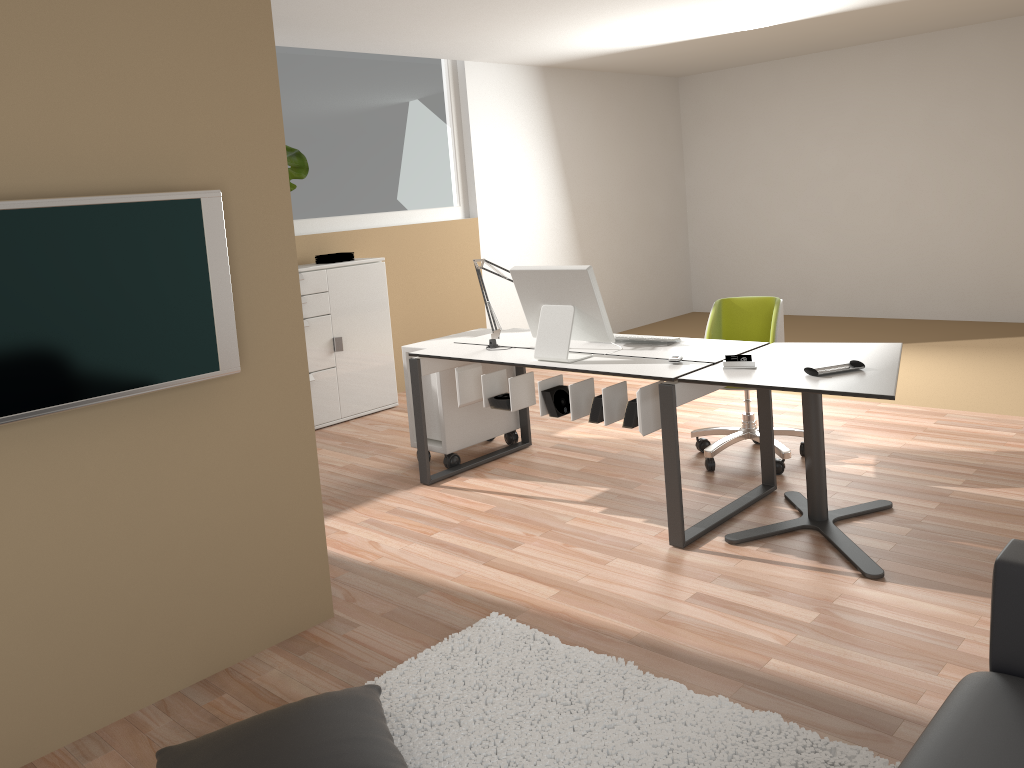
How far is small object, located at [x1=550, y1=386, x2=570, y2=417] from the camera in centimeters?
394cm

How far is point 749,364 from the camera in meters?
3.5 m

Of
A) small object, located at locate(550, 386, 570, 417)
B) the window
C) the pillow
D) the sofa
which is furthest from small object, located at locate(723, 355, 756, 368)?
the window

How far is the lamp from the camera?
4.5m

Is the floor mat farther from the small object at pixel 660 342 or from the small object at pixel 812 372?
the small object at pixel 660 342

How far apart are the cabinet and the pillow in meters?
3.6

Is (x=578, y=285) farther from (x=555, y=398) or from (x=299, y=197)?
(x=299, y=197)

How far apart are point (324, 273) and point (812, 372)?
3.61m

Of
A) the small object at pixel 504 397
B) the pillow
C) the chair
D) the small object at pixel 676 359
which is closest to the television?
the pillow

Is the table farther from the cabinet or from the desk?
the cabinet
